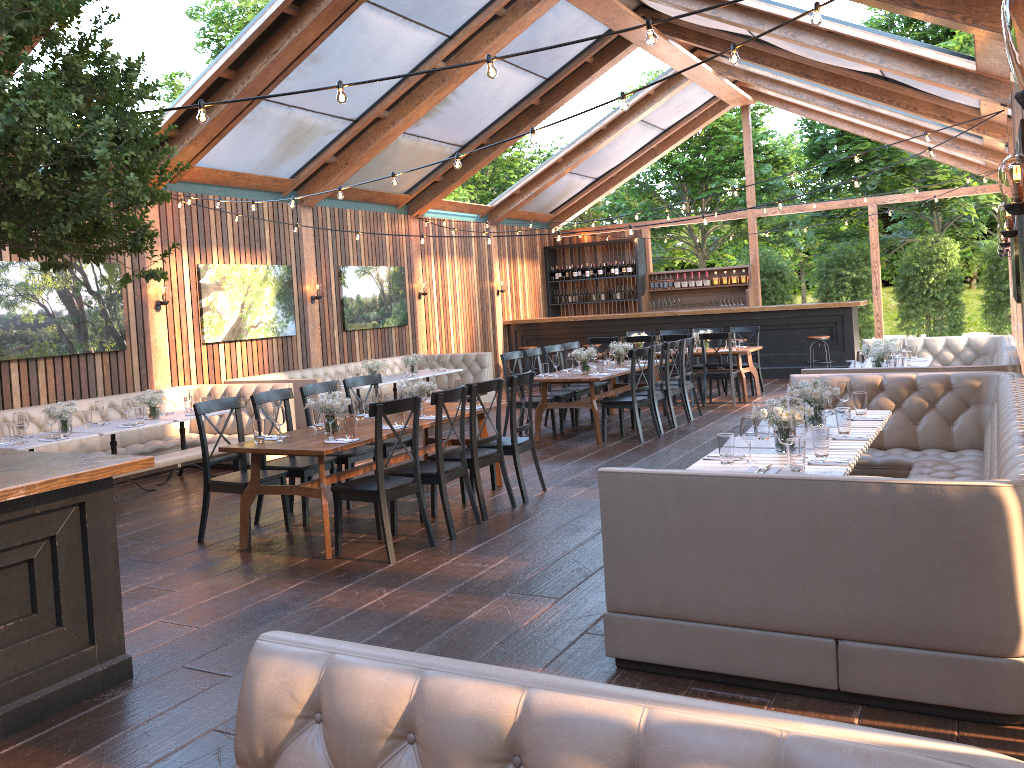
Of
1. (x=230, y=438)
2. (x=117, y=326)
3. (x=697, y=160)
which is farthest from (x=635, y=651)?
(x=697, y=160)

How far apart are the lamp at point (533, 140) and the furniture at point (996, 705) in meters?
2.8 m

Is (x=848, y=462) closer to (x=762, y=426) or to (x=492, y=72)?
(x=762, y=426)

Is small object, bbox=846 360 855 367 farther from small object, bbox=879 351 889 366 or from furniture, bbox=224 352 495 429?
furniture, bbox=224 352 495 429

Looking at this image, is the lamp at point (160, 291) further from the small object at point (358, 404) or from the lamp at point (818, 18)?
the lamp at point (818, 18)

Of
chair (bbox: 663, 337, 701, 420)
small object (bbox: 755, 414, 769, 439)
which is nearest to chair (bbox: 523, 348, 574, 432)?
chair (bbox: 663, 337, 701, 420)

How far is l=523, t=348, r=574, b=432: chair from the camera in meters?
10.7

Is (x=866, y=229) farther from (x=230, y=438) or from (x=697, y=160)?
(x=230, y=438)

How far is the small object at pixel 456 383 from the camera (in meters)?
7.65

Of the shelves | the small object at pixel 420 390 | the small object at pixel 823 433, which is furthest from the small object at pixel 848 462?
the shelves
